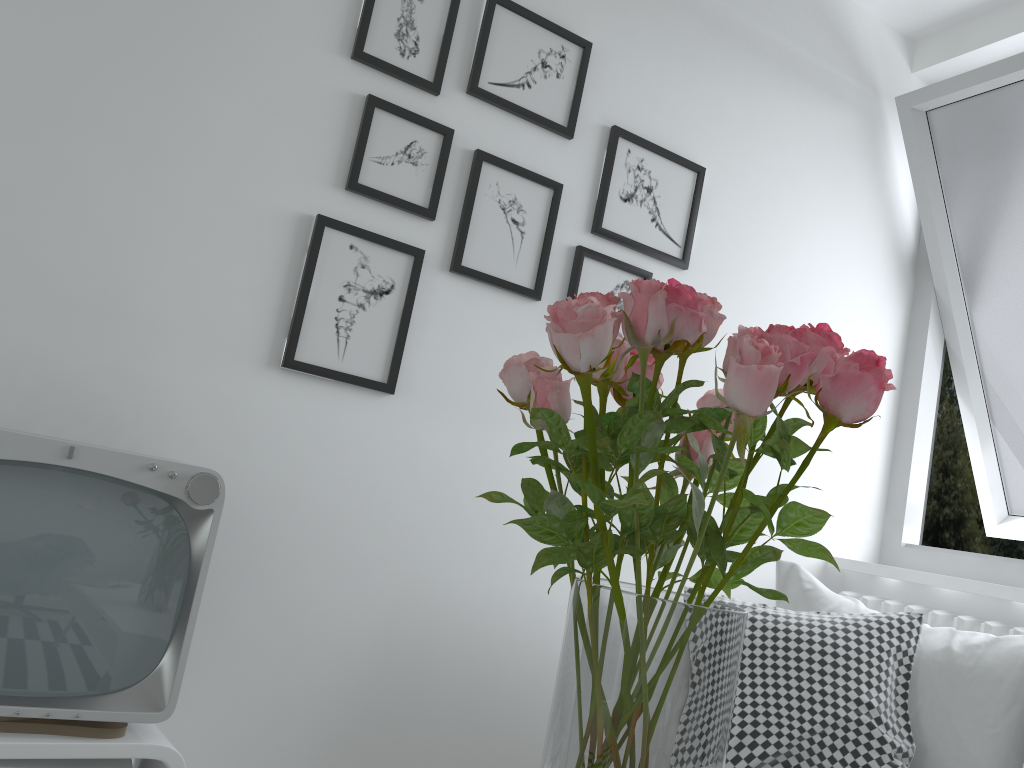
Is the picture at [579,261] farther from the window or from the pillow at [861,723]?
the window

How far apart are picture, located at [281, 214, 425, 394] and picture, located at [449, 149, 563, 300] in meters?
0.1

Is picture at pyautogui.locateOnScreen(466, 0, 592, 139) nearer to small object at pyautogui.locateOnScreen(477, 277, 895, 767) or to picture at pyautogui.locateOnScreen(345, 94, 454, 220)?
picture at pyautogui.locateOnScreen(345, 94, 454, 220)

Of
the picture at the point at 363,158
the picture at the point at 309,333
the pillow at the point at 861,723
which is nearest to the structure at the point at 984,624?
the pillow at the point at 861,723

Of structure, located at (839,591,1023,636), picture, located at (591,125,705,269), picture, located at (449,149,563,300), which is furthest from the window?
picture, located at (449,149,563,300)

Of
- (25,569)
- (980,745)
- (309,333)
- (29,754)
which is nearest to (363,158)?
(309,333)

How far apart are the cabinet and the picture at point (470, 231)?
1.0m

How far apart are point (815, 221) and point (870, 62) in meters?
0.5

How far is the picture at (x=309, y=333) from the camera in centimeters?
171cm

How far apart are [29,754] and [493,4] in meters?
1.6 m
